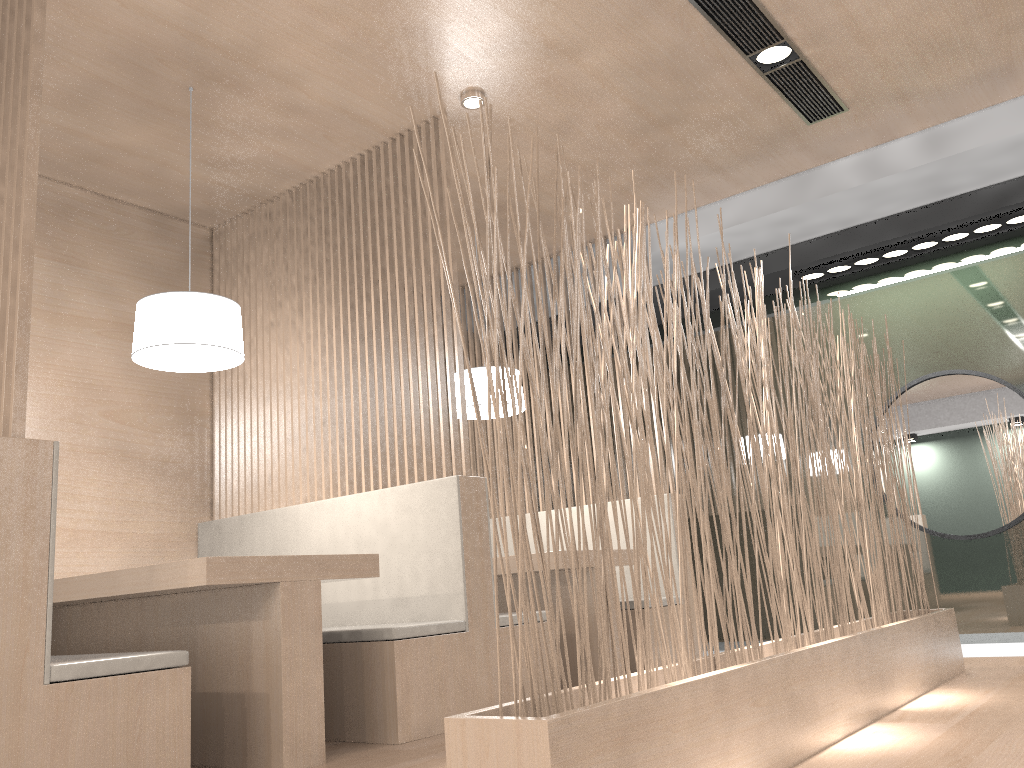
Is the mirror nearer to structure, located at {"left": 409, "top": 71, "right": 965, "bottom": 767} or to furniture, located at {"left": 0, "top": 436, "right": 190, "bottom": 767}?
structure, located at {"left": 409, "top": 71, "right": 965, "bottom": 767}

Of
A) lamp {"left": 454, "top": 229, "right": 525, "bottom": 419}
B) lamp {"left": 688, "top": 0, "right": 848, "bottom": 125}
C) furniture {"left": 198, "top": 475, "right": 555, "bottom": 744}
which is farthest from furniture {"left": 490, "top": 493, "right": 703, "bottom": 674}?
lamp {"left": 688, "top": 0, "right": 848, "bottom": 125}

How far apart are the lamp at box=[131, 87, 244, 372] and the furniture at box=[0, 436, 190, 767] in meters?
0.6

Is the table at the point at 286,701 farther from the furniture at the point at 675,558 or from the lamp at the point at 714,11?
the lamp at the point at 714,11

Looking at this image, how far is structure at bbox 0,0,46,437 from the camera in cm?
141

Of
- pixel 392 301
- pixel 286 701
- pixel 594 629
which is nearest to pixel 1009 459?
pixel 594 629

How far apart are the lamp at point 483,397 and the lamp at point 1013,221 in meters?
1.3 m

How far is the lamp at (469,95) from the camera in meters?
2.4

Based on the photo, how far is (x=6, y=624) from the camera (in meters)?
1.31

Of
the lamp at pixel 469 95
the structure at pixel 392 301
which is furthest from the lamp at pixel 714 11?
the structure at pixel 392 301
